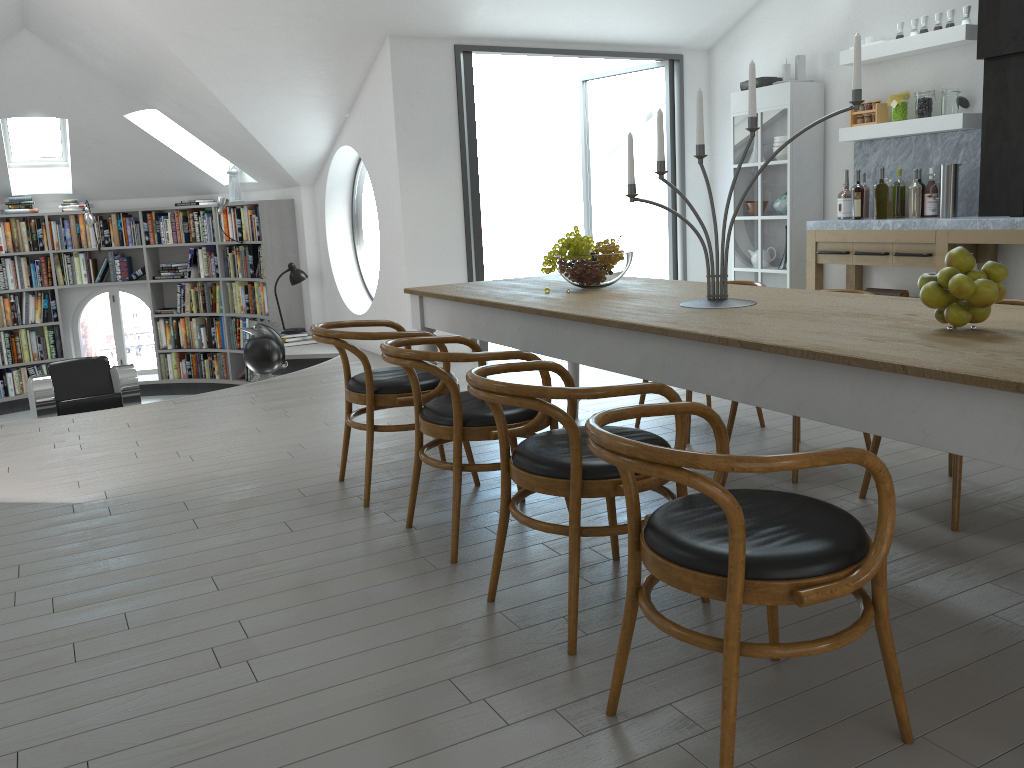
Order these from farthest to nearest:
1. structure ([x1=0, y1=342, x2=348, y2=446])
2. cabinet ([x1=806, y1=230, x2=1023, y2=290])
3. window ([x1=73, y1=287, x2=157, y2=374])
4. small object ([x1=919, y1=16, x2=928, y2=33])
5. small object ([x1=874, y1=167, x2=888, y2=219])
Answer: window ([x1=73, y1=287, x2=157, y2=374]) → structure ([x1=0, y1=342, x2=348, y2=446]) → small object ([x1=874, y1=167, x2=888, y2=219]) → small object ([x1=919, y1=16, x2=928, y2=33]) → cabinet ([x1=806, y1=230, x2=1023, y2=290])

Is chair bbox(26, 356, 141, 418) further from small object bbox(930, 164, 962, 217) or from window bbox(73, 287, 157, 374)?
small object bbox(930, 164, 962, 217)

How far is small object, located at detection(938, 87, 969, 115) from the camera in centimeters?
566cm

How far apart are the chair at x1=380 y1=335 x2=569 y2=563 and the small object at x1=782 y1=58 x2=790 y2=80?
4.51m

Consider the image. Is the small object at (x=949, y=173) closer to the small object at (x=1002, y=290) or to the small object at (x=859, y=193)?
the small object at (x=859, y=193)

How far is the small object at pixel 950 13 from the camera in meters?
5.6

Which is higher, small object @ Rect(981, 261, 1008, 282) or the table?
Result: small object @ Rect(981, 261, 1008, 282)

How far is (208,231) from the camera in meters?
9.4

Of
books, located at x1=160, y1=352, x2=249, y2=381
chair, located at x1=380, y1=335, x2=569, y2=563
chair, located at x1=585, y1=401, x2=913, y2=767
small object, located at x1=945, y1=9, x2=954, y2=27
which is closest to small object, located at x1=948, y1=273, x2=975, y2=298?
chair, located at x1=585, y1=401, x2=913, y2=767

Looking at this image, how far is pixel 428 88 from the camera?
6.6m
